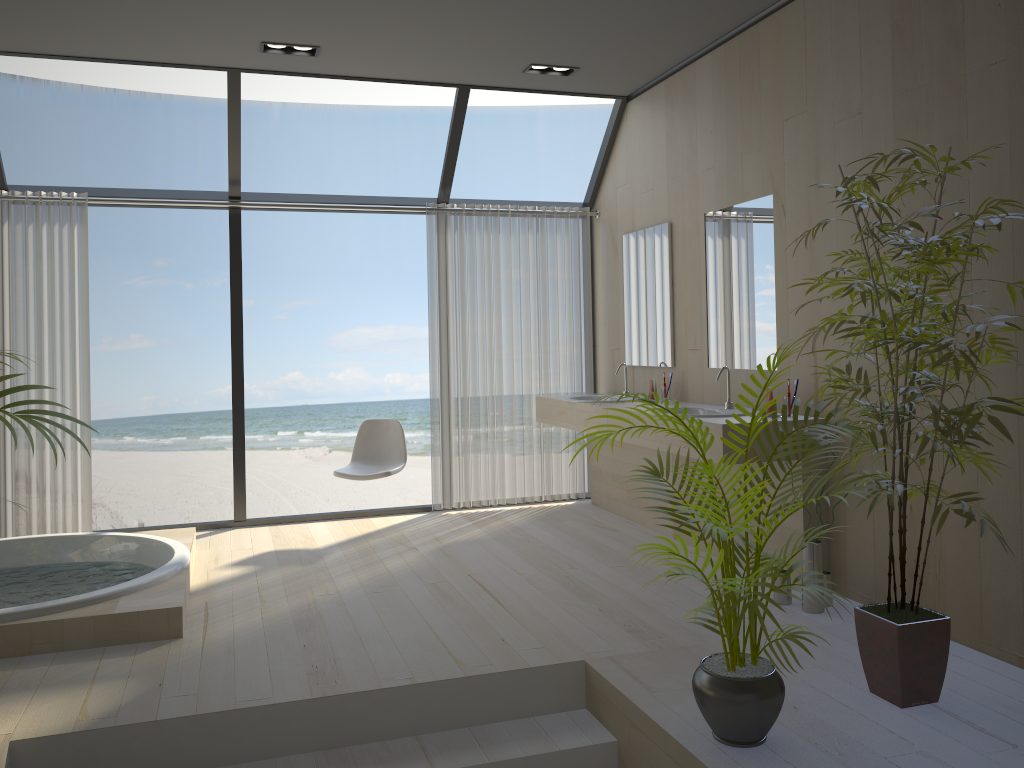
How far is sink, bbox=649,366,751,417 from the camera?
4.45m

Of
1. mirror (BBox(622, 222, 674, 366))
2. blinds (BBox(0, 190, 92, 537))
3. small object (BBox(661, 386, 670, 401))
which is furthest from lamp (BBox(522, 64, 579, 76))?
blinds (BBox(0, 190, 92, 537))

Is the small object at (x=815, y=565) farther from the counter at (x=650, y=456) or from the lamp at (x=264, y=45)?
the lamp at (x=264, y=45)

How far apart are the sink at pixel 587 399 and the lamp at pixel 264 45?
2.65m

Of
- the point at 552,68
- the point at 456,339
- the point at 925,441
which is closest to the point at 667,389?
the point at 456,339

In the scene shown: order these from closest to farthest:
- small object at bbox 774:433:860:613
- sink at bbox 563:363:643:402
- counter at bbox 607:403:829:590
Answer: small object at bbox 774:433:860:613
counter at bbox 607:403:829:590
sink at bbox 563:363:643:402

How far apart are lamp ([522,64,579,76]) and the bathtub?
3.2 meters

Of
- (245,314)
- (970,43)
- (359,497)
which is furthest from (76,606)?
(359,497)

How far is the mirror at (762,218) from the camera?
4.4m

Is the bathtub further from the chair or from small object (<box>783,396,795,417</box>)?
small object (<box>783,396,795,417</box>)
